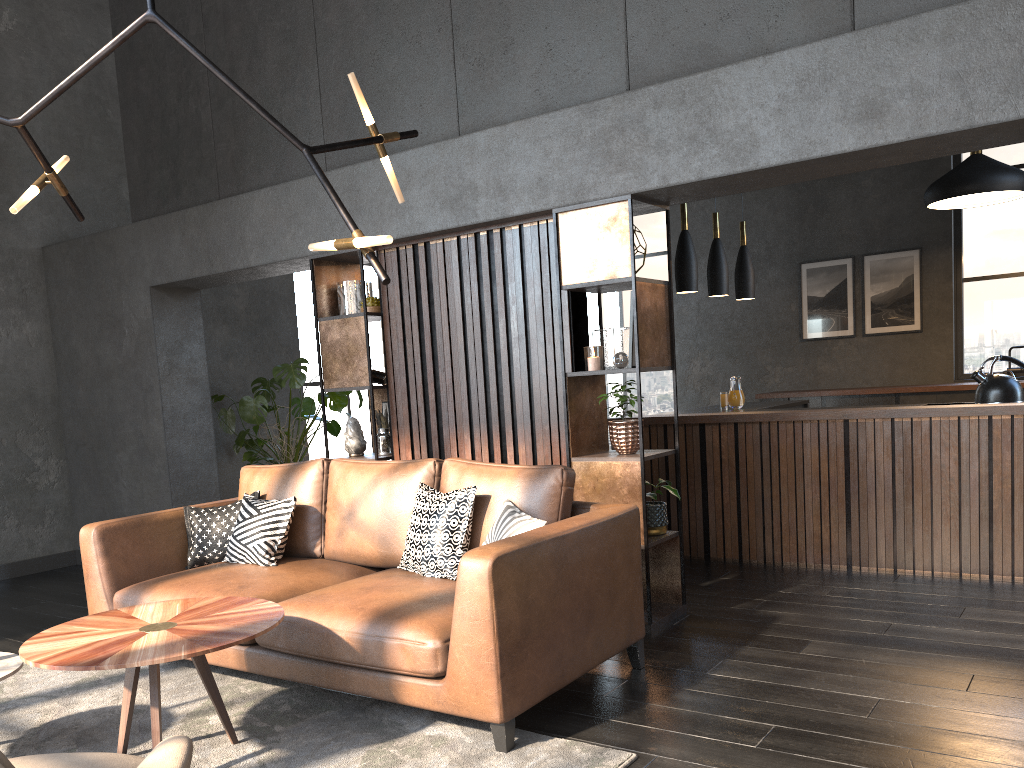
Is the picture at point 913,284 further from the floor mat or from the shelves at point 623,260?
the floor mat

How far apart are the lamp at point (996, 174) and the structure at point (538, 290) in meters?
3.7

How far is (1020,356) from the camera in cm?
869

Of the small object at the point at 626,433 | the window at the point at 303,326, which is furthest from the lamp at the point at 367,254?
the window at the point at 303,326

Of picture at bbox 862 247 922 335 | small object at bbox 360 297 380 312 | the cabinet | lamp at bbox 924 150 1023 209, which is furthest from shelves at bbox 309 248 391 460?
picture at bbox 862 247 922 335

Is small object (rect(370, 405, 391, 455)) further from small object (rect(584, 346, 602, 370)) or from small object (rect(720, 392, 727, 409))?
small object (rect(720, 392, 727, 409))

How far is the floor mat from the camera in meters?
2.8 m

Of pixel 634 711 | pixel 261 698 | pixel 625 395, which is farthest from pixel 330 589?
pixel 625 395

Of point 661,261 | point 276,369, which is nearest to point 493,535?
point 276,369

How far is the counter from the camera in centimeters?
477cm
